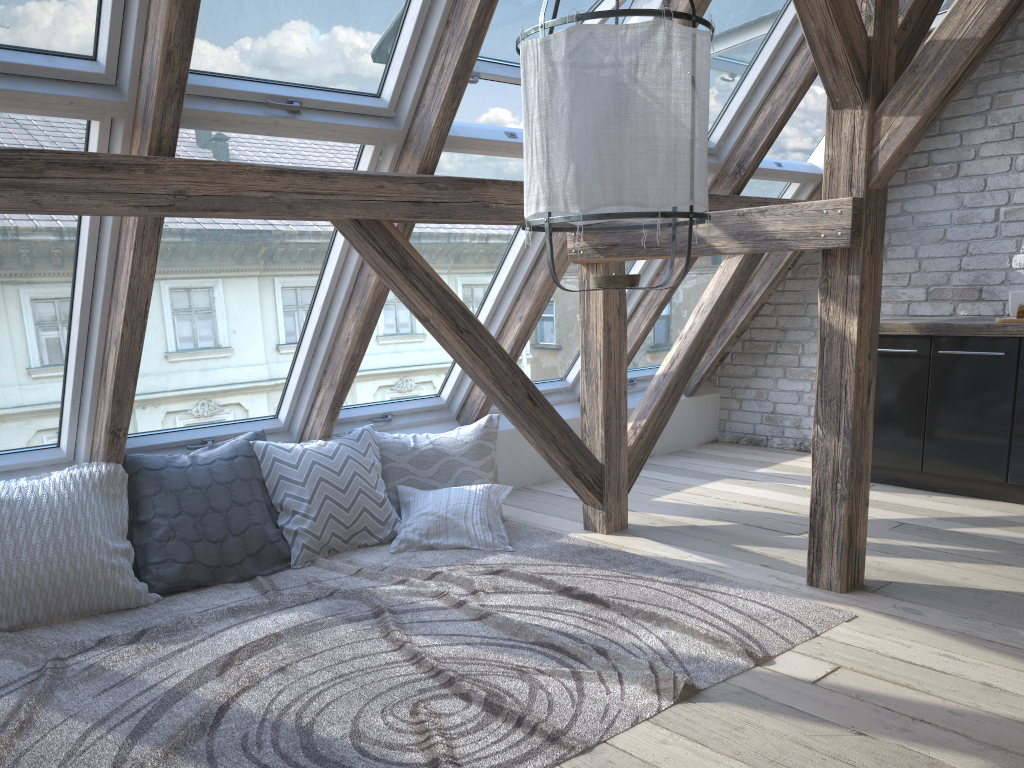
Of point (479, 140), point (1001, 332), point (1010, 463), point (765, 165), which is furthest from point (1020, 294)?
point (479, 140)

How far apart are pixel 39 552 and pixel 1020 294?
4.45m

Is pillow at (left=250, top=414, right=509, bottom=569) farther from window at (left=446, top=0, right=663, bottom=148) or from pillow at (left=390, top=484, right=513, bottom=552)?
window at (left=446, top=0, right=663, bottom=148)

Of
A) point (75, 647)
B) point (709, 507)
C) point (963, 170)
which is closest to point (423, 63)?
point (75, 647)

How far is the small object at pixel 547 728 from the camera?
2.1 meters

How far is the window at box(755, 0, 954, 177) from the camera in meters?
4.6

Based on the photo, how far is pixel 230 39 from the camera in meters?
2.7 m

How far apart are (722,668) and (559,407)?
2.8m

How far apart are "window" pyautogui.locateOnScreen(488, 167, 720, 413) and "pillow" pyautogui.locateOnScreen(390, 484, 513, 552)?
0.8 meters

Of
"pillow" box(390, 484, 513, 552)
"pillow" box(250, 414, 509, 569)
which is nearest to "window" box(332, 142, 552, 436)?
"pillow" box(250, 414, 509, 569)
